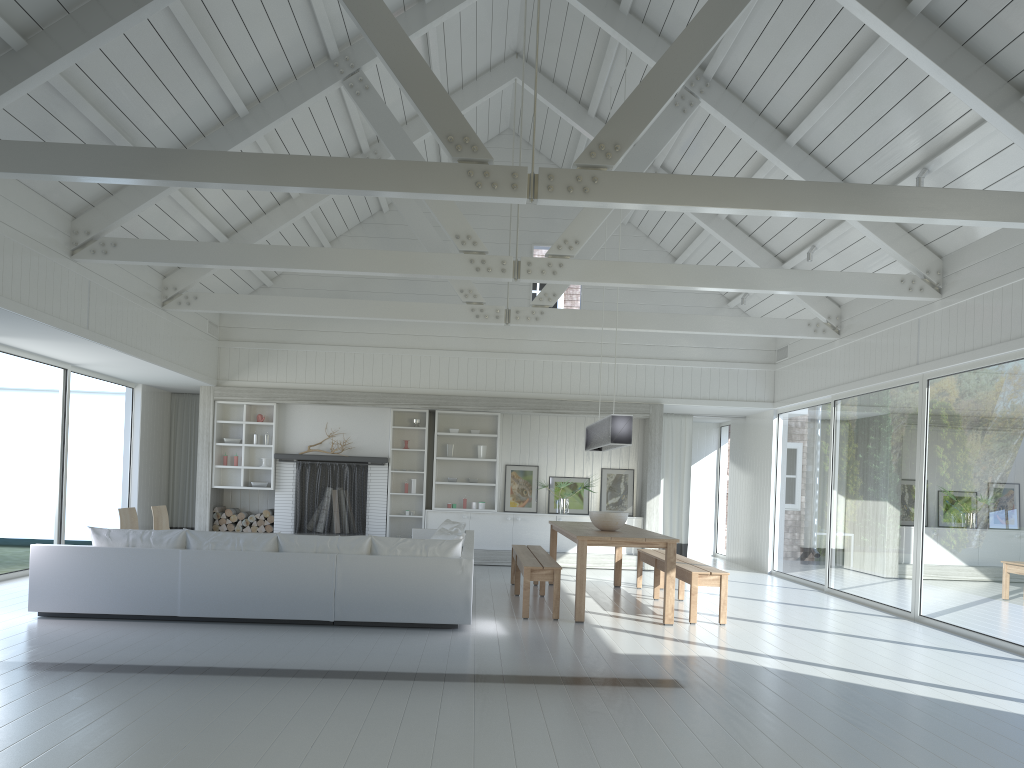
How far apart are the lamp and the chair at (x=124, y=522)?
4.93m

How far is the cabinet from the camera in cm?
1263

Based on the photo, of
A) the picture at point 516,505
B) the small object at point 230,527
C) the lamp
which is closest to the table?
the lamp

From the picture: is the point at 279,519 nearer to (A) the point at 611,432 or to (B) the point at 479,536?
(B) the point at 479,536

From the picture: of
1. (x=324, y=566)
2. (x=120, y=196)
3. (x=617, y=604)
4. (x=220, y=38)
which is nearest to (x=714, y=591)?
(x=617, y=604)

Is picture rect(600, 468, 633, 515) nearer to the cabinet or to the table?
the cabinet

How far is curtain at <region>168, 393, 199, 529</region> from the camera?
13.6m

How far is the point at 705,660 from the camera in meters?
6.1

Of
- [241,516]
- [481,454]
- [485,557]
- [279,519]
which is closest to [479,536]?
[485,557]

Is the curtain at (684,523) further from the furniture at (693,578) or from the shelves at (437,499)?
the furniture at (693,578)
